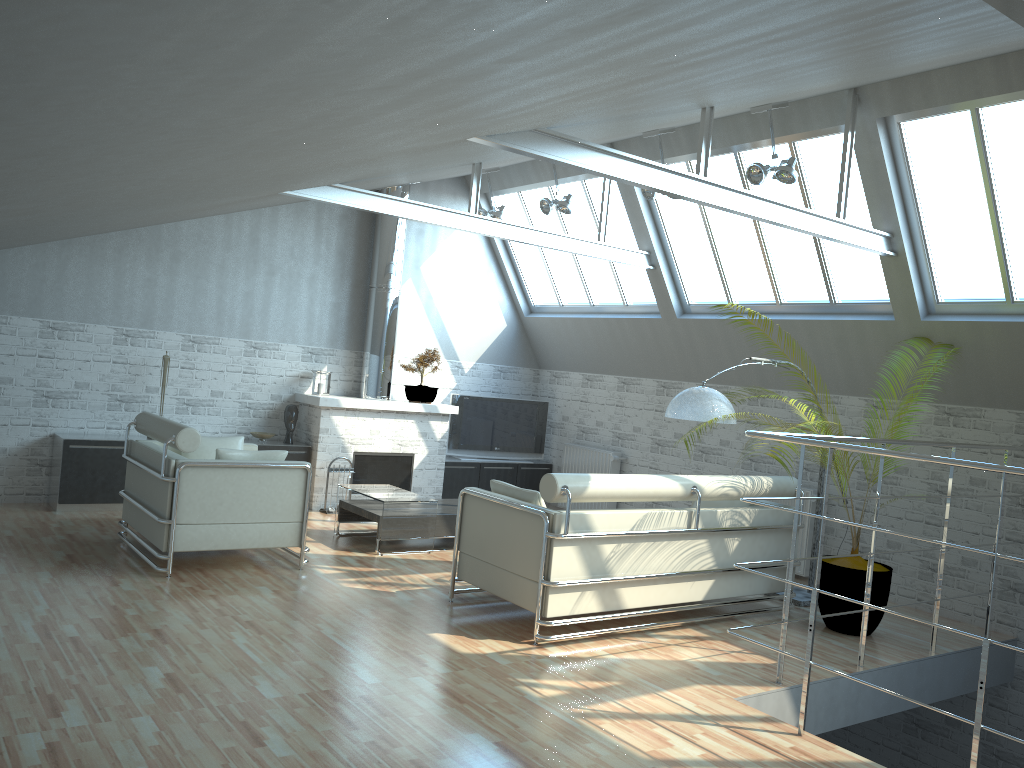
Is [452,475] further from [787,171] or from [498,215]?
[787,171]

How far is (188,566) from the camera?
12.4 meters

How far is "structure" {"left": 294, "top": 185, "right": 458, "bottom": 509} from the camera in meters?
18.0 m

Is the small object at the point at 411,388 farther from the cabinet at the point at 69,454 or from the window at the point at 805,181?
the window at the point at 805,181

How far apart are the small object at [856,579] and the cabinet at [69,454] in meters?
10.2 m

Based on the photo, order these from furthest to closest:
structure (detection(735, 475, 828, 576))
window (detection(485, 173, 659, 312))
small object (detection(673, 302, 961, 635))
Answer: window (detection(485, 173, 659, 312)) → structure (detection(735, 475, 828, 576)) → small object (detection(673, 302, 961, 635))

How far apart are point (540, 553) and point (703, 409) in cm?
337

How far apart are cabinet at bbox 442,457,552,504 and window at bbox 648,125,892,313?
5.8m

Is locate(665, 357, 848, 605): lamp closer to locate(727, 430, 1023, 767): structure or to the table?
locate(727, 430, 1023, 767): structure

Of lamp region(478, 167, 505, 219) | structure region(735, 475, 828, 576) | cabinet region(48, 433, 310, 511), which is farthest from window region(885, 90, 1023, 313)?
cabinet region(48, 433, 310, 511)
